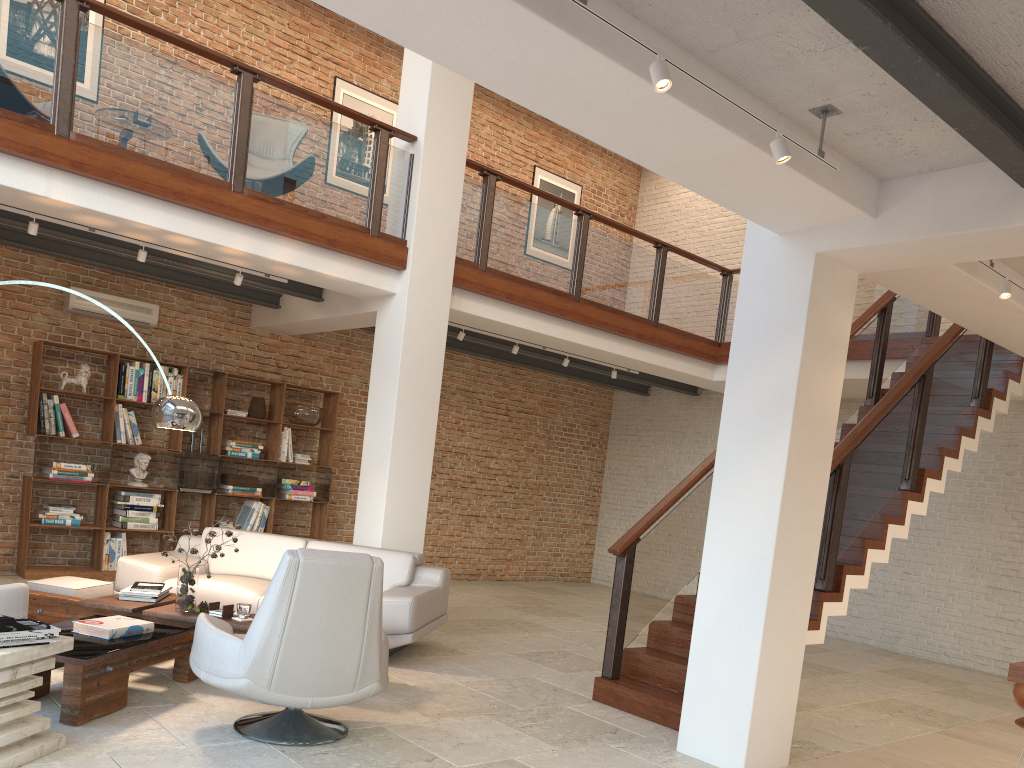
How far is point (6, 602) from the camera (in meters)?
4.64

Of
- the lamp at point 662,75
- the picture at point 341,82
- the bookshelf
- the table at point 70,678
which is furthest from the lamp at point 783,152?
the picture at point 341,82

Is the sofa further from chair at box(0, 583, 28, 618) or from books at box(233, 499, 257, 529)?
books at box(233, 499, 257, 529)

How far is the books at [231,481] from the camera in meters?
9.2

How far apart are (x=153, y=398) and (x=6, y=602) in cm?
427

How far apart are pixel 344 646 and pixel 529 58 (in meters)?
2.60

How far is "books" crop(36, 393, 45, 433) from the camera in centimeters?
805cm

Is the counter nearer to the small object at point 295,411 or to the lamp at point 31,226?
the lamp at point 31,226

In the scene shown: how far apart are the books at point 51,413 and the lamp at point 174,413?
3.0m

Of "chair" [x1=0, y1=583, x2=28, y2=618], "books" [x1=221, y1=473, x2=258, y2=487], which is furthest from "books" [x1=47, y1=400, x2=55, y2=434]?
"chair" [x1=0, y1=583, x2=28, y2=618]
